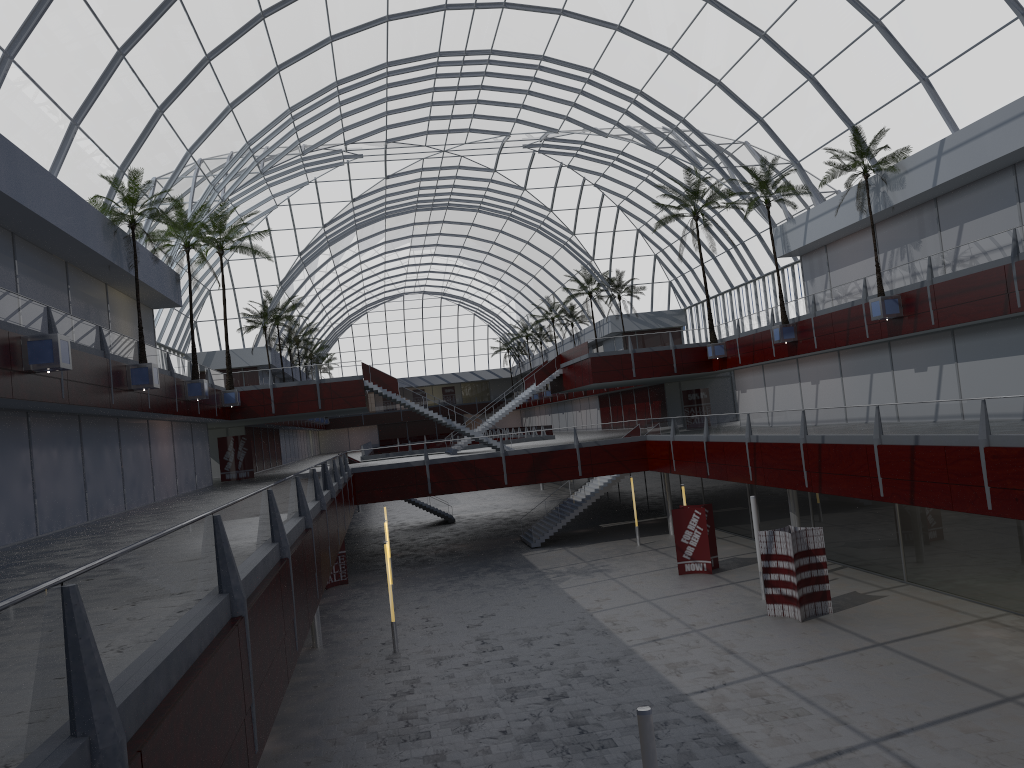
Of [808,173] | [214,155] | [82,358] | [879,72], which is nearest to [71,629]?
[82,358]
